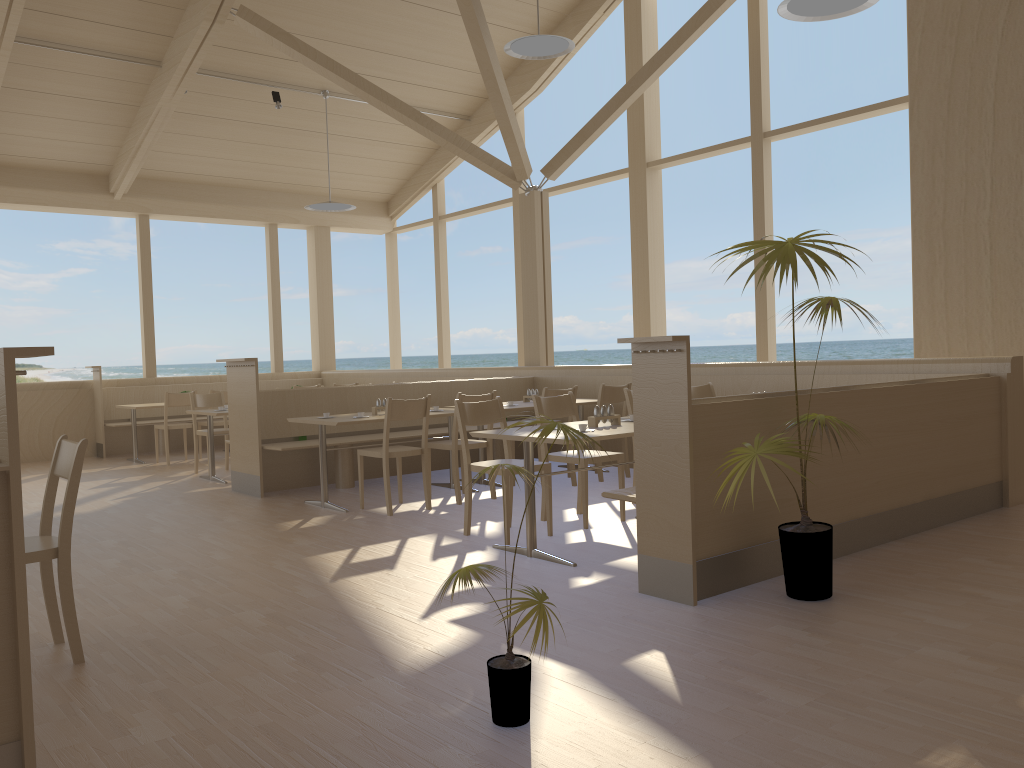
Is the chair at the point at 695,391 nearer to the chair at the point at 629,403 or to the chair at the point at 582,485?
the chair at the point at 629,403

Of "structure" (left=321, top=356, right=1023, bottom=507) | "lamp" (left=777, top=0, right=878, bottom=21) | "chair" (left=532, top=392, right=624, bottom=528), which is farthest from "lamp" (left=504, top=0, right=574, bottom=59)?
"chair" (left=532, top=392, right=624, bottom=528)

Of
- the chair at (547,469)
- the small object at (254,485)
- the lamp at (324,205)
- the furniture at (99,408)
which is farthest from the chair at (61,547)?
the furniture at (99,408)

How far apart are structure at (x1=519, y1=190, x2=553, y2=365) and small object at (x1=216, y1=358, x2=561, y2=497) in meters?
0.4 m

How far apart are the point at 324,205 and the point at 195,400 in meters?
2.8 m

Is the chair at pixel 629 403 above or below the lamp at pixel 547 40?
below

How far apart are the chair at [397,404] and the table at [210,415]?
2.3 meters

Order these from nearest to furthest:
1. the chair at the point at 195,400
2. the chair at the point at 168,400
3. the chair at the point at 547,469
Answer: the chair at the point at 547,469
the chair at the point at 195,400
the chair at the point at 168,400

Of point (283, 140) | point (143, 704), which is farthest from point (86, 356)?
point (143, 704)

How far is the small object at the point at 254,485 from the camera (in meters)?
7.00
